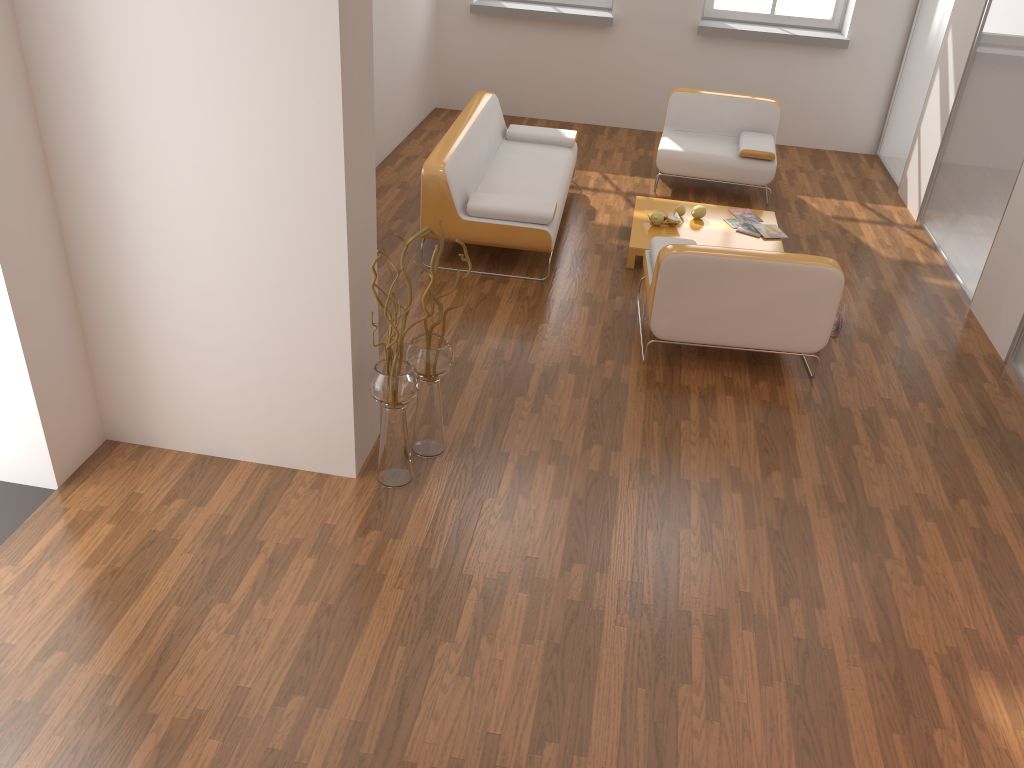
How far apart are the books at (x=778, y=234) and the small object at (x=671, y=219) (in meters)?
0.58

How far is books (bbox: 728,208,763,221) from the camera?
6.3 meters

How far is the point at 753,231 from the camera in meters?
6.0 m

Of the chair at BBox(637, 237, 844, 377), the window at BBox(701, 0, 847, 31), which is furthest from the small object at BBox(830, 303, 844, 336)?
the window at BBox(701, 0, 847, 31)

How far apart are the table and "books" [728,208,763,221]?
0.0 meters

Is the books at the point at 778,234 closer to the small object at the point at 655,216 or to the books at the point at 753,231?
the books at the point at 753,231

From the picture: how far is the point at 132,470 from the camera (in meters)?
3.67

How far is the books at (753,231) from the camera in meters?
6.0 m

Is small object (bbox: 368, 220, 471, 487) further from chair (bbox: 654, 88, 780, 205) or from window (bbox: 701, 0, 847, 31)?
window (bbox: 701, 0, 847, 31)

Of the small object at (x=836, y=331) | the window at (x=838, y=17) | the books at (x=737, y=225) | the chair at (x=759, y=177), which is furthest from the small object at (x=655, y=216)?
the window at (x=838, y=17)
